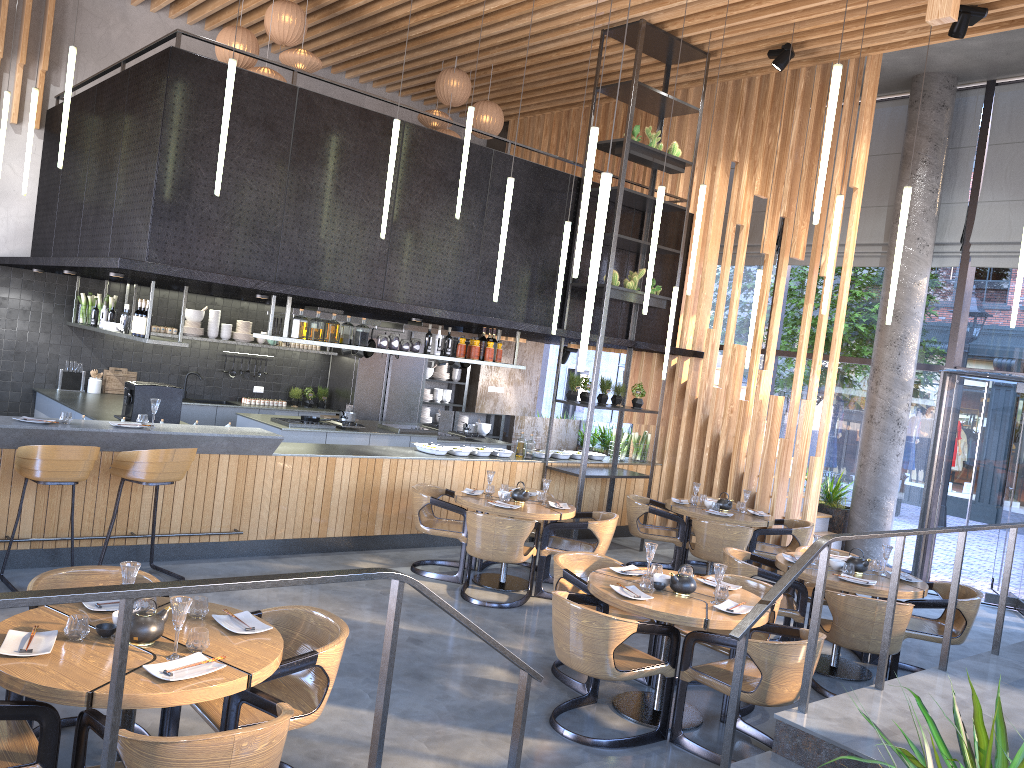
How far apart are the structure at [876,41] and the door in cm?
125

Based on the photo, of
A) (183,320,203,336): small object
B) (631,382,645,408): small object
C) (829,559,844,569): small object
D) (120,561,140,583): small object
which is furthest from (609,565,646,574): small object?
(183,320,203,336): small object

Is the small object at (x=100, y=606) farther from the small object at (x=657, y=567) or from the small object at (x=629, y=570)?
the small object at (x=657, y=567)

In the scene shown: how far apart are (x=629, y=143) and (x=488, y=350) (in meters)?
2.63

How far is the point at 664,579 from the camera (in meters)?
5.41

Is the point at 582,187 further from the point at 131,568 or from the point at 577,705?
the point at 131,568

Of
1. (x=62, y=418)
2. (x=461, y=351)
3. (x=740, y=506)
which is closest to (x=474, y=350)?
(x=461, y=351)

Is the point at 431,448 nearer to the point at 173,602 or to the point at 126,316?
the point at 126,316

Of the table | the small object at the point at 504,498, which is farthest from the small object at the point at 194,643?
the small object at the point at 504,498

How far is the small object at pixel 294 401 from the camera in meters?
12.7 m
